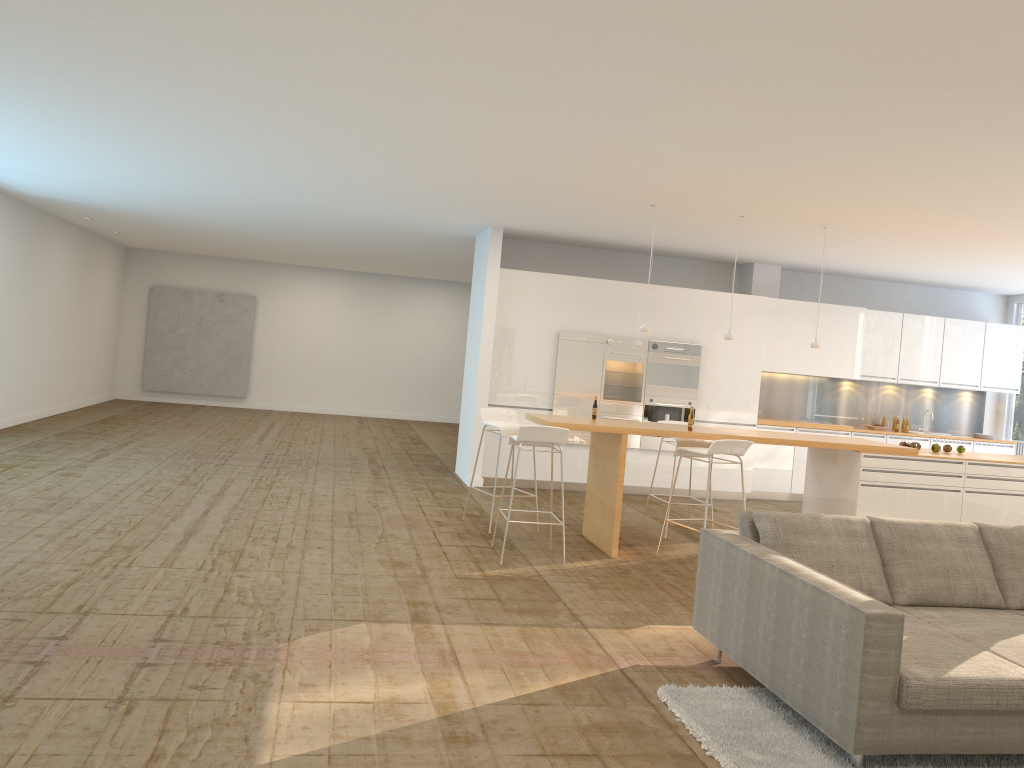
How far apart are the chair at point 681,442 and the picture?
12.0m

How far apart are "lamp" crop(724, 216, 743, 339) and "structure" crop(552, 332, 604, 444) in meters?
2.5 m

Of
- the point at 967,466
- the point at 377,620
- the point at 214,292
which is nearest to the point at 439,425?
the point at 214,292

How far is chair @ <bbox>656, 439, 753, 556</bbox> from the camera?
6.8 meters

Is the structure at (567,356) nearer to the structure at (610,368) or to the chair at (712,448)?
the structure at (610,368)

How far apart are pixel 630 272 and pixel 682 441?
3.8 meters

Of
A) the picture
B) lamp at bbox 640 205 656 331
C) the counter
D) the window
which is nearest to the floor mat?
the counter

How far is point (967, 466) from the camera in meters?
7.7 m

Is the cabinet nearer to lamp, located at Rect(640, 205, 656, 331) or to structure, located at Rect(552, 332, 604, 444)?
structure, located at Rect(552, 332, 604, 444)

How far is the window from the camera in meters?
12.3
